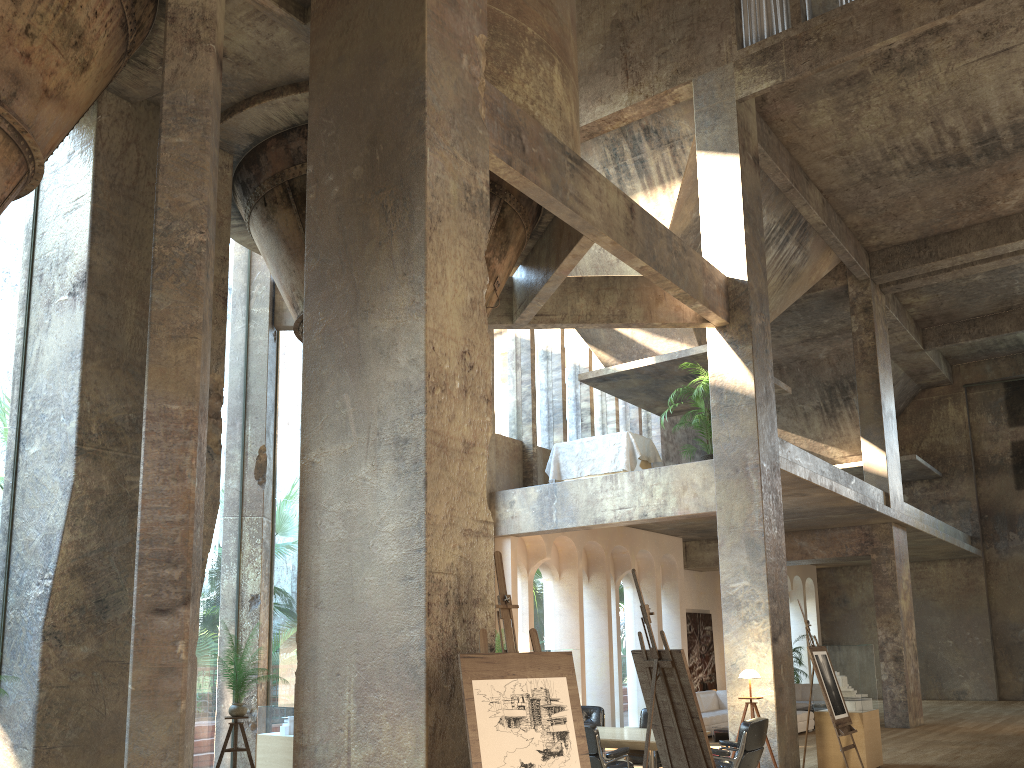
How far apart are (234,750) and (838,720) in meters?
6.5 m

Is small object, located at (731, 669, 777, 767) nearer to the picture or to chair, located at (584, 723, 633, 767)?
chair, located at (584, 723, 633, 767)

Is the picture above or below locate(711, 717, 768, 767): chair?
above

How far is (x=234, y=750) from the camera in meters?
8.0 m

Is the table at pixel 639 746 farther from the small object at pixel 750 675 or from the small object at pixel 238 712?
the small object at pixel 238 712

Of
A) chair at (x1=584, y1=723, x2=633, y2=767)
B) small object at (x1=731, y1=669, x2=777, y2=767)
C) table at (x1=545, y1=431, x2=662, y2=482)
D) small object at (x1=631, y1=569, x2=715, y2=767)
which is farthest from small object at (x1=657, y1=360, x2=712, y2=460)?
small object at (x1=631, y1=569, x2=715, y2=767)

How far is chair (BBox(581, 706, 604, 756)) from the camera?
9.9 meters

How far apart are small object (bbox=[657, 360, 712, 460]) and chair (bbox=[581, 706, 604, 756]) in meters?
4.2 m

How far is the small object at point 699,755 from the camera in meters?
5.8 m

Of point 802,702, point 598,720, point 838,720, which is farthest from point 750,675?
point 802,702
